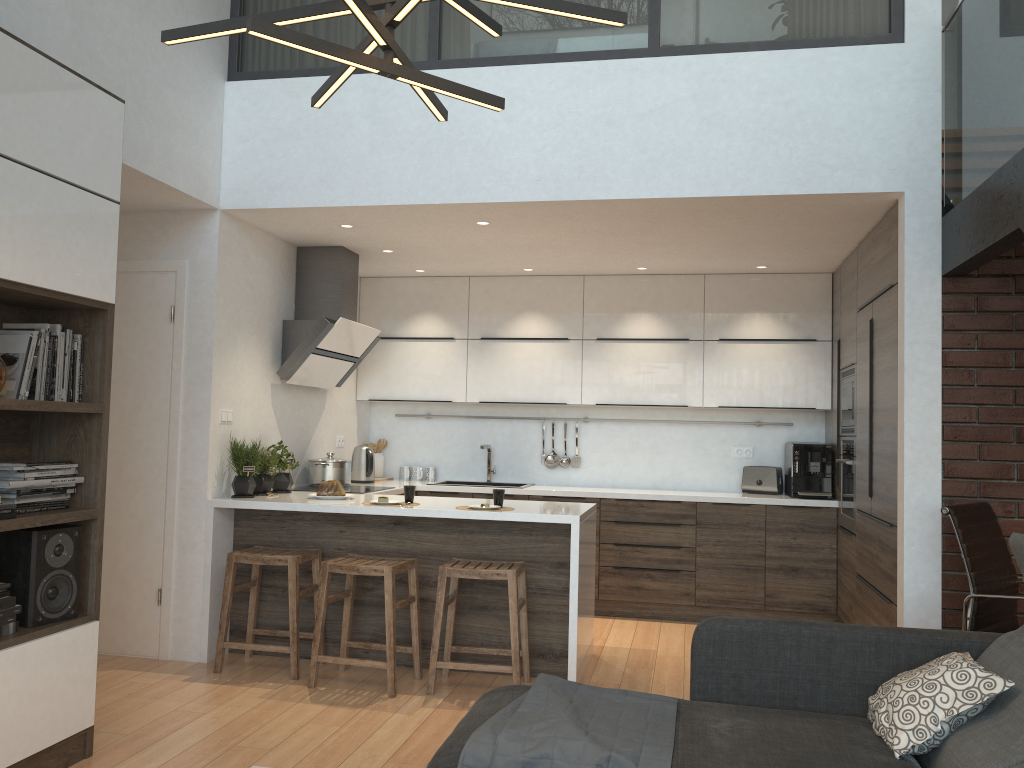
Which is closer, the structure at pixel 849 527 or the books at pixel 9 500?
the books at pixel 9 500

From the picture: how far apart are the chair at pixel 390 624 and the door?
0.96m

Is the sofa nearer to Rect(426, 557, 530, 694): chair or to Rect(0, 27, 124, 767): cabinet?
Rect(426, 557, 530, 694): chair

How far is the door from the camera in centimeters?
472cm

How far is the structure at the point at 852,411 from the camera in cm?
532

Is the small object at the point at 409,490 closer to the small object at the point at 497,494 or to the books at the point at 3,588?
the small object at the point at 497,494

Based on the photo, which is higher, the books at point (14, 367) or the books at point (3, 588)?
the books at point (14, 367)

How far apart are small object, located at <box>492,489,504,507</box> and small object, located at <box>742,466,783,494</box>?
2.43m

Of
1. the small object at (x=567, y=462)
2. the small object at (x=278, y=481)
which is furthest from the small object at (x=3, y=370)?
the small object at (x=567, y=462)

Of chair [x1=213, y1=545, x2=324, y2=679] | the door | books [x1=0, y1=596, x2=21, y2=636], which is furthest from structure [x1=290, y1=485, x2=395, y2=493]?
books [x1=0, y1=596, x2=21, y2=636]
